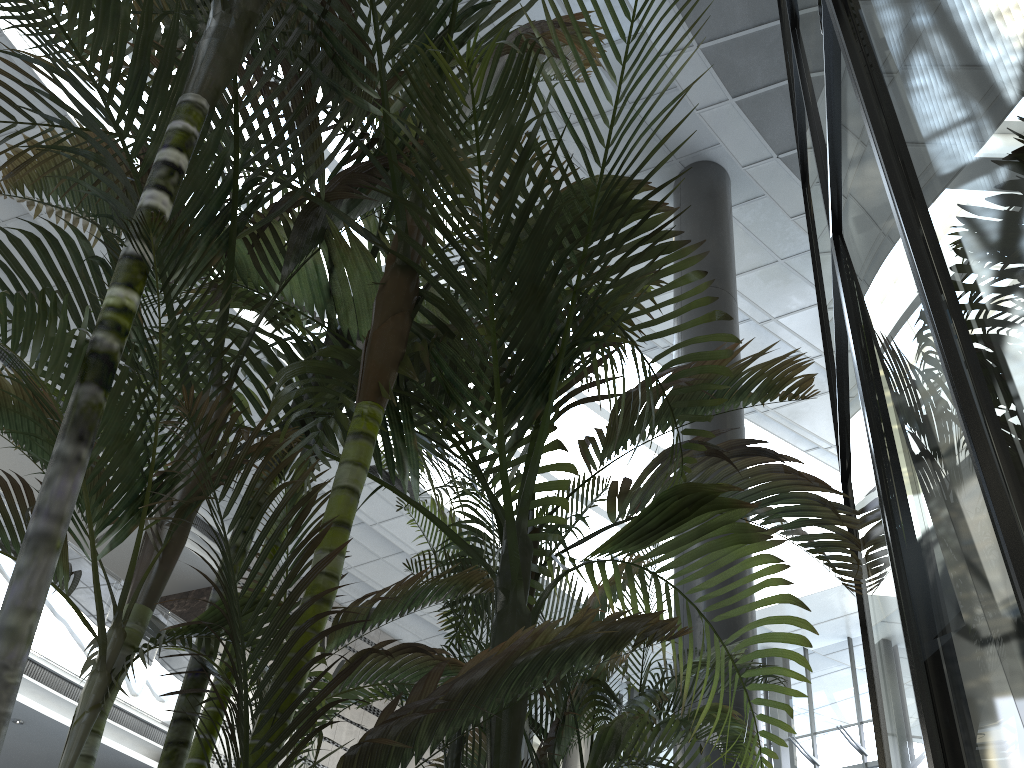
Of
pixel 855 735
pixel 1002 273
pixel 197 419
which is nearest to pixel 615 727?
pixel 197 419

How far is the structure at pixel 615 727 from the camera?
2.4 meters

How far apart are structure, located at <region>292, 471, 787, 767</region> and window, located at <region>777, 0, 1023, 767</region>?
0.5m

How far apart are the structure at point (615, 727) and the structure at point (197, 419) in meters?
0.2

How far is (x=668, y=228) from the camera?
8.3m

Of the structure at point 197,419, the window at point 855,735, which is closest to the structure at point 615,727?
the structure at point 197,419

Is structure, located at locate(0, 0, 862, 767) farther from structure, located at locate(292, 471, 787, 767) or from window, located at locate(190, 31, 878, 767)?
window, located at locate(190, 31, 878, 767)

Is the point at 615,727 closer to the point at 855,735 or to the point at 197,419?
the point at 197,419

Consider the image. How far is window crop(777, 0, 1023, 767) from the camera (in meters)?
0.93

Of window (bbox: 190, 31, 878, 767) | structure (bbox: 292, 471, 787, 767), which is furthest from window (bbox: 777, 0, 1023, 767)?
window (bbox: 190, 31, 878, 767)
